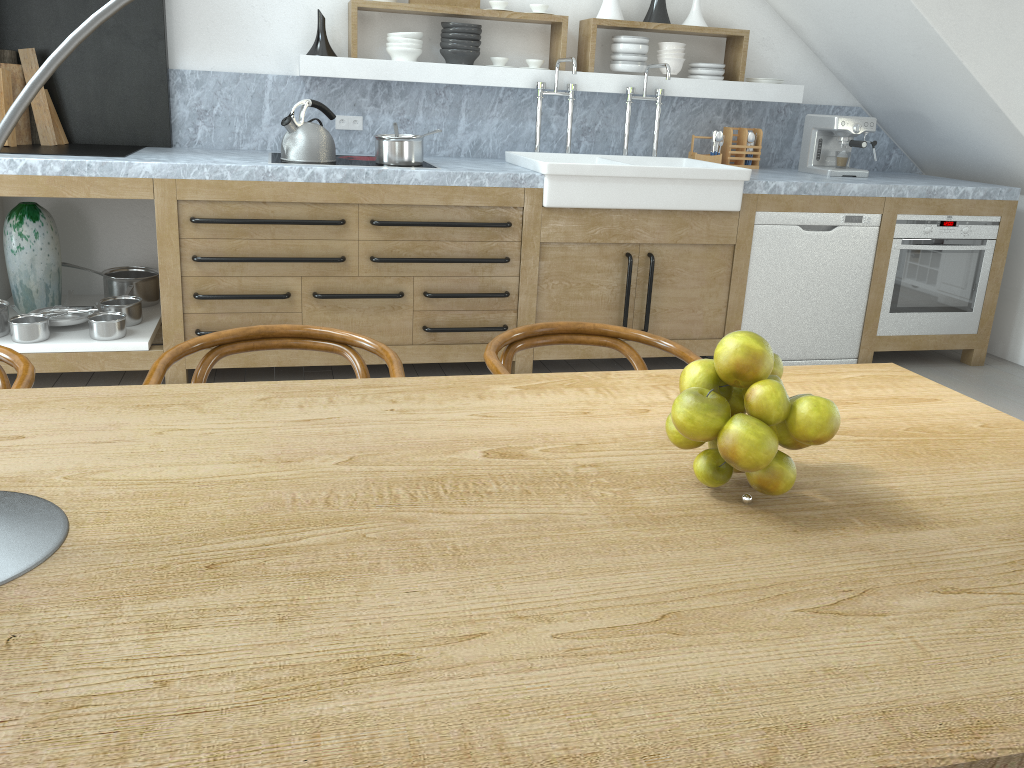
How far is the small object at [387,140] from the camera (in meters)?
3.91

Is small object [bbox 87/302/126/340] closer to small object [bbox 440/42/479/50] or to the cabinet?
the cabinet

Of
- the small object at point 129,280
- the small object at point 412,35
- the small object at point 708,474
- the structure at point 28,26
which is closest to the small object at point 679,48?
the small object at point 412,35

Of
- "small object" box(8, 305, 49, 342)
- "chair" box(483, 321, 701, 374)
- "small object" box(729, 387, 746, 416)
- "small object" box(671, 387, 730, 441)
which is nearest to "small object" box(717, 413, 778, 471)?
"small object" box(671, 387, 730, 441)

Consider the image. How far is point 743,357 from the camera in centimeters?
108cm

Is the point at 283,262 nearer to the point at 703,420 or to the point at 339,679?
the point at 703,420

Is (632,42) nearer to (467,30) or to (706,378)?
(467,30)

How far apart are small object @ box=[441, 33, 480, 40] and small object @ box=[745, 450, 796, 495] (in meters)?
3.74

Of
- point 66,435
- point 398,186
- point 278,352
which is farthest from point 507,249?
point 66,435

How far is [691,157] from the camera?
4.9 meters
